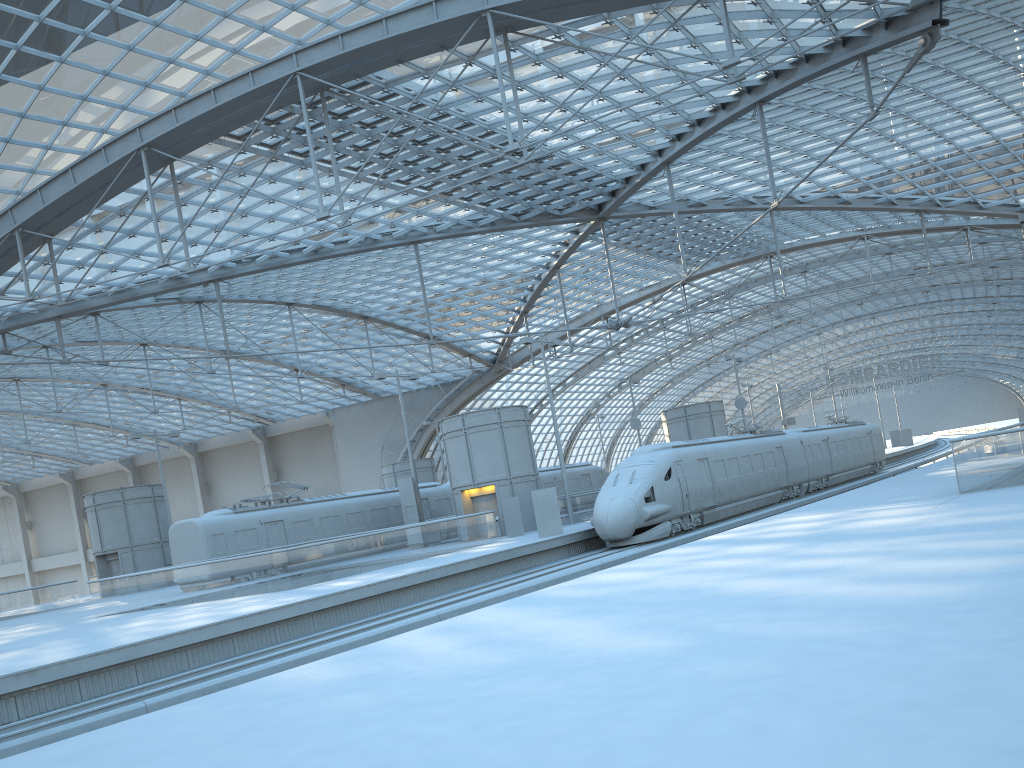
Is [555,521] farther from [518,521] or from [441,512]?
[441,512]

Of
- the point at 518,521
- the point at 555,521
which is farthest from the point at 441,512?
the point at 555,521

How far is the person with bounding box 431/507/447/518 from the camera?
43.2 meters

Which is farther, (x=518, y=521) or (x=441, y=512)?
(x=441, y=512)

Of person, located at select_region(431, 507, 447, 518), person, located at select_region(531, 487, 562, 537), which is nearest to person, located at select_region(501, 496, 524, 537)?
person, located at select_region(531, 487, 562, 537)

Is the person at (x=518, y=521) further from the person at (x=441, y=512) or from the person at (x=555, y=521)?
the person at (x=441, y=512)

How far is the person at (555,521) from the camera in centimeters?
3020cm

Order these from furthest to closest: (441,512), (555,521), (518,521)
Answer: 1. (441,512)
2. (518,521)
3. (555,521)

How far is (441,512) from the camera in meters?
43.2

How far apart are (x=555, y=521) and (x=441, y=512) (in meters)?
13.97
